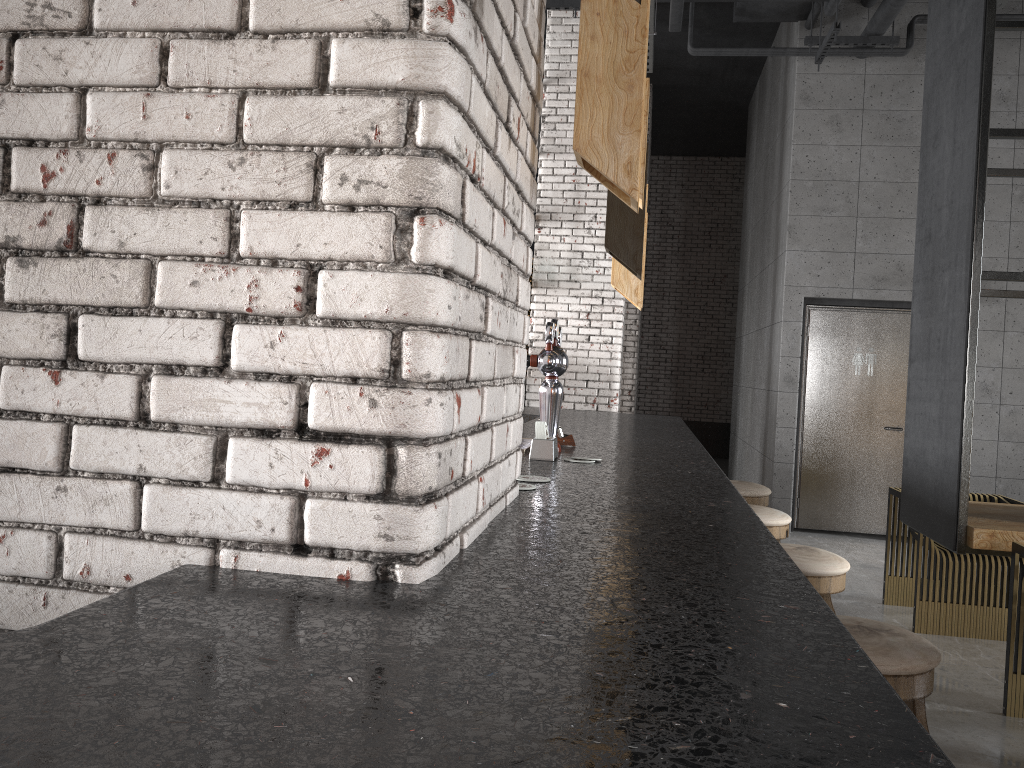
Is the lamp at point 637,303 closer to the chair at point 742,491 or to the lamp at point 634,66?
the chair at point 742,491

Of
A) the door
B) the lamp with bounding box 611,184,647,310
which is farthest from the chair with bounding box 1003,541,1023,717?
the door

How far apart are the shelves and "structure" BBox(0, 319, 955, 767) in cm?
120

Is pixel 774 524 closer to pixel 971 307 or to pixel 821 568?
pixel 821 568

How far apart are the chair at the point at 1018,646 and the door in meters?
4.2

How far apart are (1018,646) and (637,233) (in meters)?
2.45

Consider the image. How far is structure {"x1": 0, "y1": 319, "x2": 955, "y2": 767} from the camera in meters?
0.6

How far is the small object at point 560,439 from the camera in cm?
300

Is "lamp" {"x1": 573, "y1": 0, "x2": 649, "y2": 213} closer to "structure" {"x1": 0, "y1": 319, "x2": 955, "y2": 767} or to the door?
"structure" {"x1": 0, "y1": 319, "x2": 955, "y2": 767}

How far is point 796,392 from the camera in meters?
7.8
